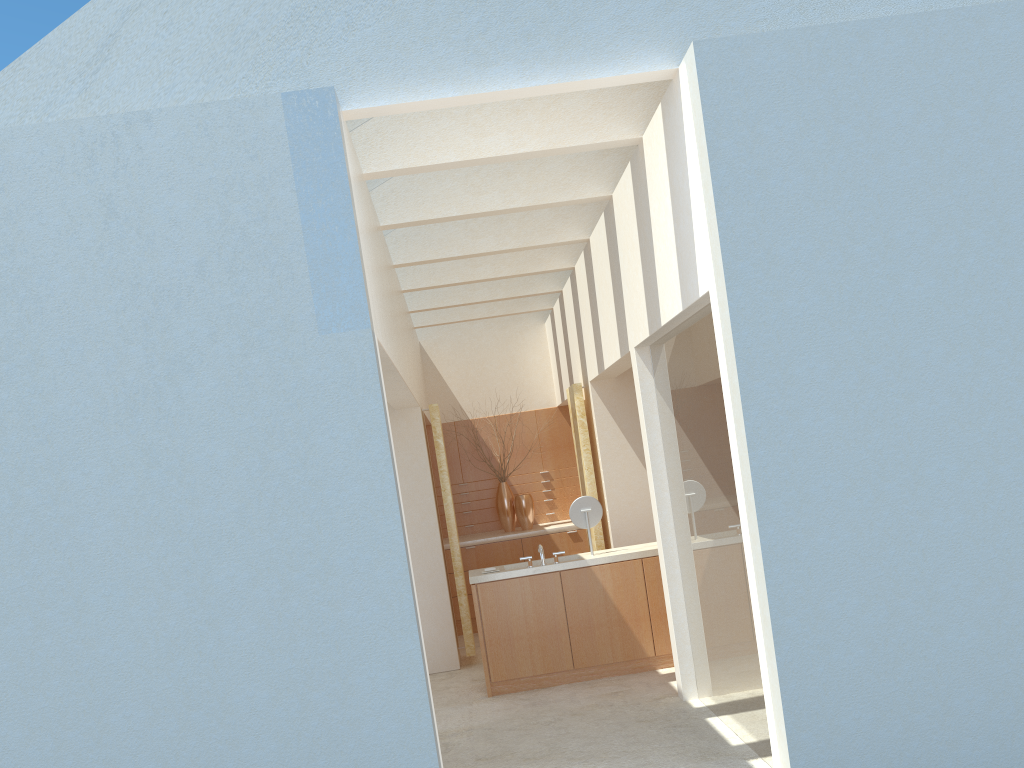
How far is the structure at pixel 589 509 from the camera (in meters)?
16.57

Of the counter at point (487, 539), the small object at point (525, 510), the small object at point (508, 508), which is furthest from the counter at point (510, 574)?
the small object at point (508, 508)

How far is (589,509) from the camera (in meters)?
16.57

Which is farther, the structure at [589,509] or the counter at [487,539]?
the counter at [487,539]

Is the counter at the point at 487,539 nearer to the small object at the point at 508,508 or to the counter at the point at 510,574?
the small object at the point at 508,508

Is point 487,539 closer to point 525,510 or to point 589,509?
point 525,510

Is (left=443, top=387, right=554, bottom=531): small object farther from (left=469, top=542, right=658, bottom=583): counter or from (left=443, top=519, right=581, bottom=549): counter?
(left=469, top=542, right=658, bottom=583): counter

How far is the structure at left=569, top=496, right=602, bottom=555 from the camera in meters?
16.6 m

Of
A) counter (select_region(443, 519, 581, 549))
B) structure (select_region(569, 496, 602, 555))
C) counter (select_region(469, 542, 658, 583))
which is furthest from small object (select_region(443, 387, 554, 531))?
structure (select_region(569, 496, 602, 555))

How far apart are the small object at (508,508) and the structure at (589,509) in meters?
7.3
